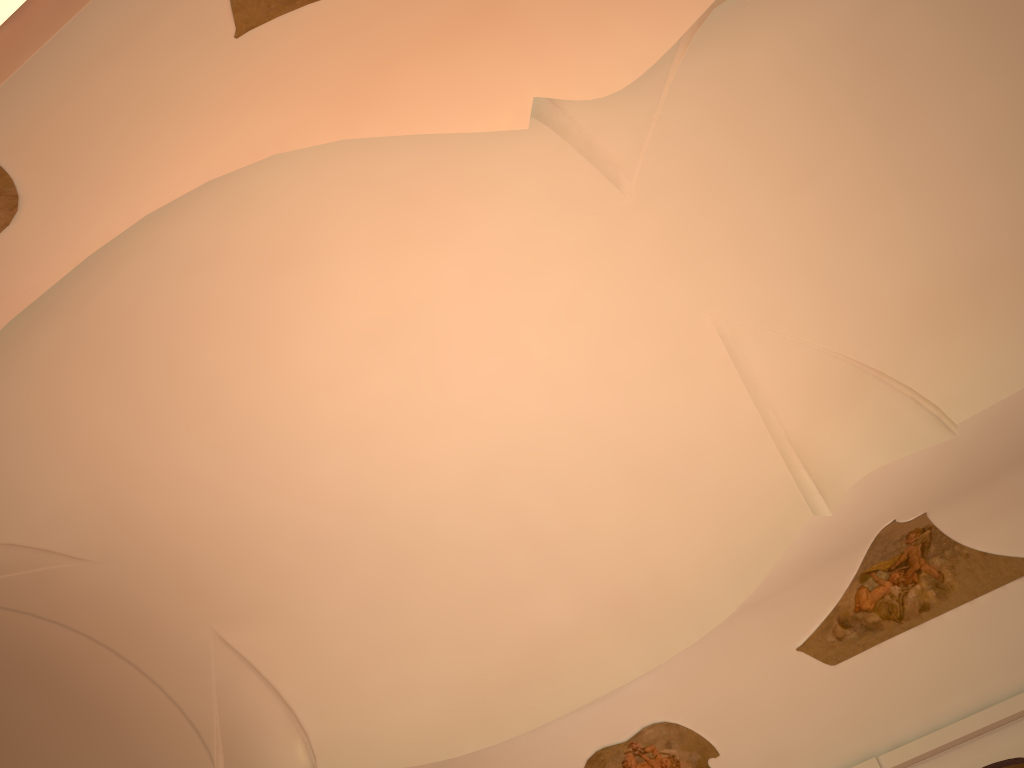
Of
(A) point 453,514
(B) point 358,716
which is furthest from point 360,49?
(B) point 358,716

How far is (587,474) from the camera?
9.69m

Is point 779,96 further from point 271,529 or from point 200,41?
point 271,529
